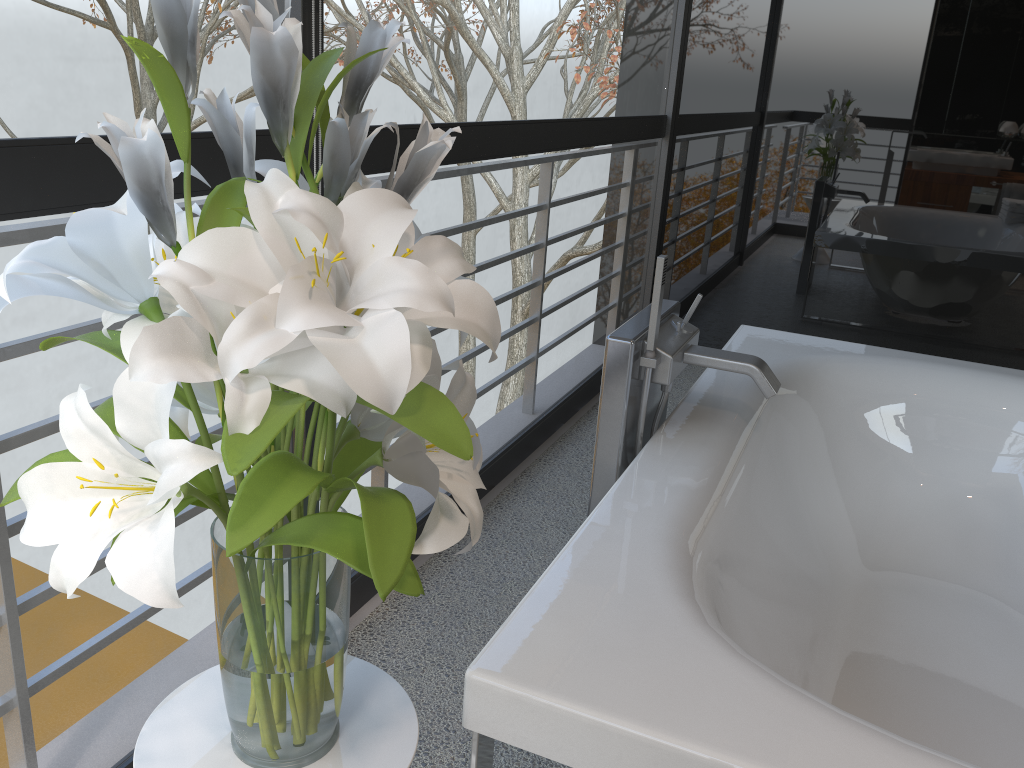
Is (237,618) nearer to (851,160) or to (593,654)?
(593,654)

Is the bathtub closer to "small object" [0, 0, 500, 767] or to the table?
the table

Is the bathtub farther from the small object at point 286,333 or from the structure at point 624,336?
the small object at point 286,333

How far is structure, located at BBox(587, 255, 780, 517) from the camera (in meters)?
1.77

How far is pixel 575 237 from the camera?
4.0m

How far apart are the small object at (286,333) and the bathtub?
0.2m

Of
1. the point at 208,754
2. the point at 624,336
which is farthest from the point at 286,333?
the point at 624,336

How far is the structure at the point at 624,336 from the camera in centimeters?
177cm

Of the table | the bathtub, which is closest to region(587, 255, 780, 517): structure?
the bathtub

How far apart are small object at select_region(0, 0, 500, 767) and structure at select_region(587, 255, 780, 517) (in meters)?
0.86
